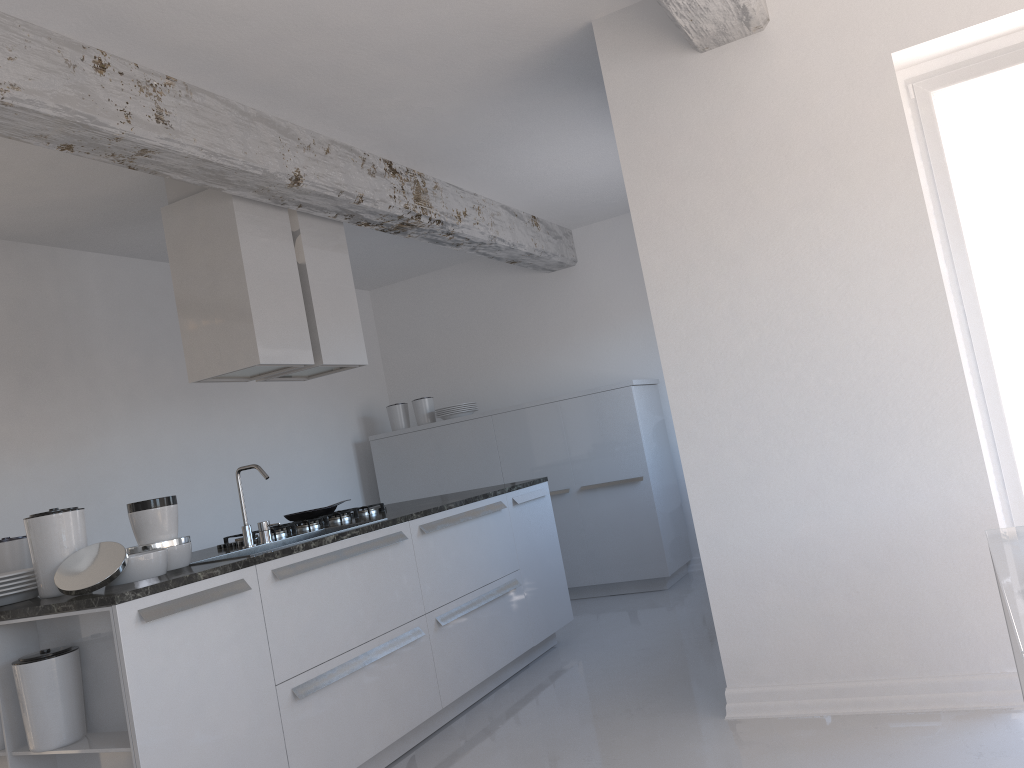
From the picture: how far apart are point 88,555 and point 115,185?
2.3m

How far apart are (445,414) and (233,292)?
3.1m

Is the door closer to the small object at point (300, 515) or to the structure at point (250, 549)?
the structure at point (250, 549)

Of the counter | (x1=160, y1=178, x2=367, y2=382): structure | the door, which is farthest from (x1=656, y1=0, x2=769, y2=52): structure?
the counter

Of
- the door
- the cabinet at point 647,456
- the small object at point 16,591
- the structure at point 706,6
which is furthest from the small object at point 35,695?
the cabinet at point 647,456

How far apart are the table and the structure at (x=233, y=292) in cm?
324

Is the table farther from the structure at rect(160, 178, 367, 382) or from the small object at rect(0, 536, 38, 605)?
the structure at rect(160, 178, 367, 382)

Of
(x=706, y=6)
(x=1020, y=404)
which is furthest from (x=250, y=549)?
(x=1020, y=404)

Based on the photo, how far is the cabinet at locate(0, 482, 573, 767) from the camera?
2.72m

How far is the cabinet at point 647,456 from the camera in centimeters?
646cm
